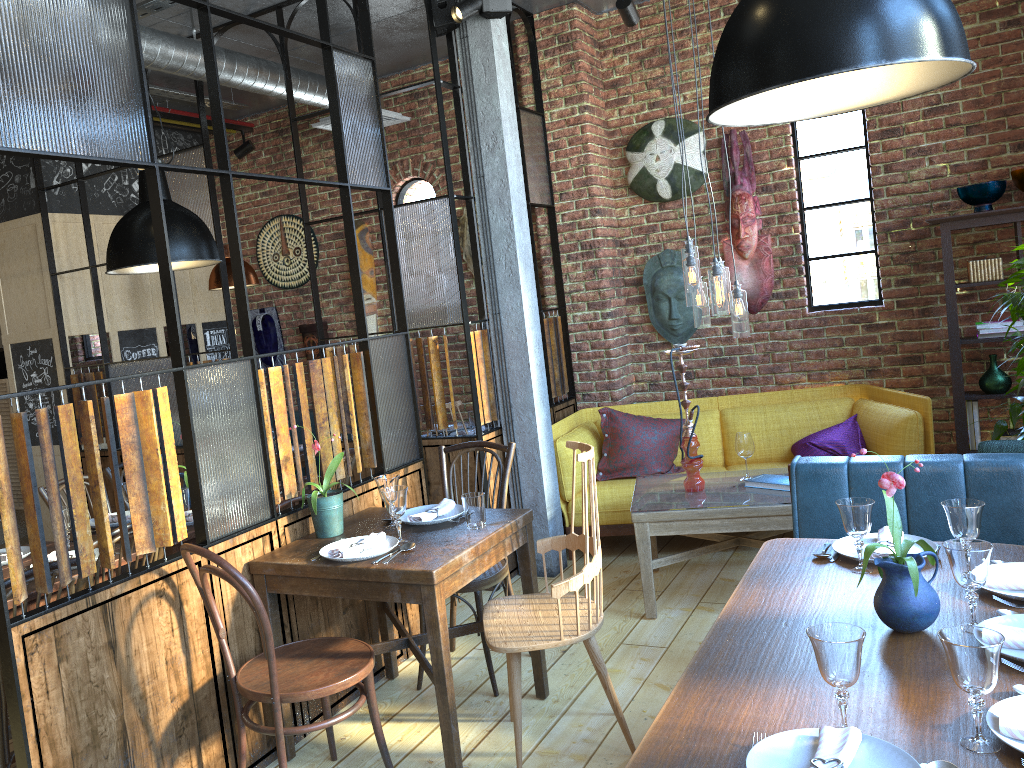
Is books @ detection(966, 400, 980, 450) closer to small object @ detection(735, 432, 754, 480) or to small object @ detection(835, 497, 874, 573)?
small object @ detection(735, 432, 754, 480)

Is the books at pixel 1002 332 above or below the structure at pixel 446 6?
below

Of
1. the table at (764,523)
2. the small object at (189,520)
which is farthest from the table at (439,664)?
the table at (764,523)

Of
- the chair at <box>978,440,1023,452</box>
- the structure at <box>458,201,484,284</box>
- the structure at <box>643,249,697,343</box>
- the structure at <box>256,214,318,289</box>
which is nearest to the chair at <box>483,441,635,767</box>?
the chair at <box>978,440,1023,452</box>

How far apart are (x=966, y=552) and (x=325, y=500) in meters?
2.1

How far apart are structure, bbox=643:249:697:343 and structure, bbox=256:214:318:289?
2.83m

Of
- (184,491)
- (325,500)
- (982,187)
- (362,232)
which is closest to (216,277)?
(362,232)

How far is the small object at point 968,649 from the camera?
1.5m

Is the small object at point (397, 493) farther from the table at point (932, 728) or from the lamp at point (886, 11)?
the lamp at point (886, 11)

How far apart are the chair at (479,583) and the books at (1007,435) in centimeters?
289cm
